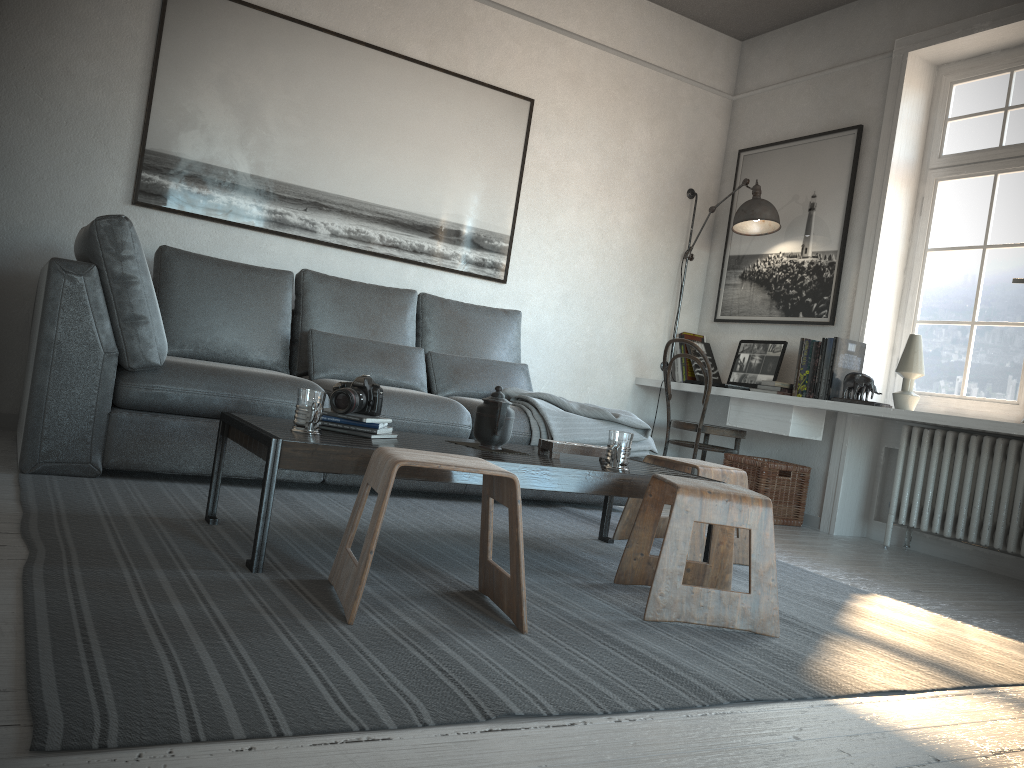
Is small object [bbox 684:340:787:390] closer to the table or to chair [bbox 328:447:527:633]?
the table

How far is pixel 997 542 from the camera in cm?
387

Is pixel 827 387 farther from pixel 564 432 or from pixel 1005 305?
pixel 564 432

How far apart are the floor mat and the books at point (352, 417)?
0.3 meters

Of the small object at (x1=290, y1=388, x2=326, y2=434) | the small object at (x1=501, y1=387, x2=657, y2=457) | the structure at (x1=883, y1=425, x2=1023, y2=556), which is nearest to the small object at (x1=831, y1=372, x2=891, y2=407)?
the structure at (x1=883, y1=425, x2=1023, y2=556)

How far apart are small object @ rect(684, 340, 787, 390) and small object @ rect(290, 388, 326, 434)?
2.94m

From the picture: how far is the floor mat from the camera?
1.36m

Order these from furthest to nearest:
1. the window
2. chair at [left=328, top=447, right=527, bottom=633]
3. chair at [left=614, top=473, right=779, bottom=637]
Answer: the window
chair at [left=614, top=473, right=779, bottom=637]
chair at [left=328, top=447, right=527, bottom=633]

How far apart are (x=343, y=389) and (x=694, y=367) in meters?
3.3

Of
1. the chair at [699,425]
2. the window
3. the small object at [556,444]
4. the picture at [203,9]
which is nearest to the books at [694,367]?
the chair at [699,425]
